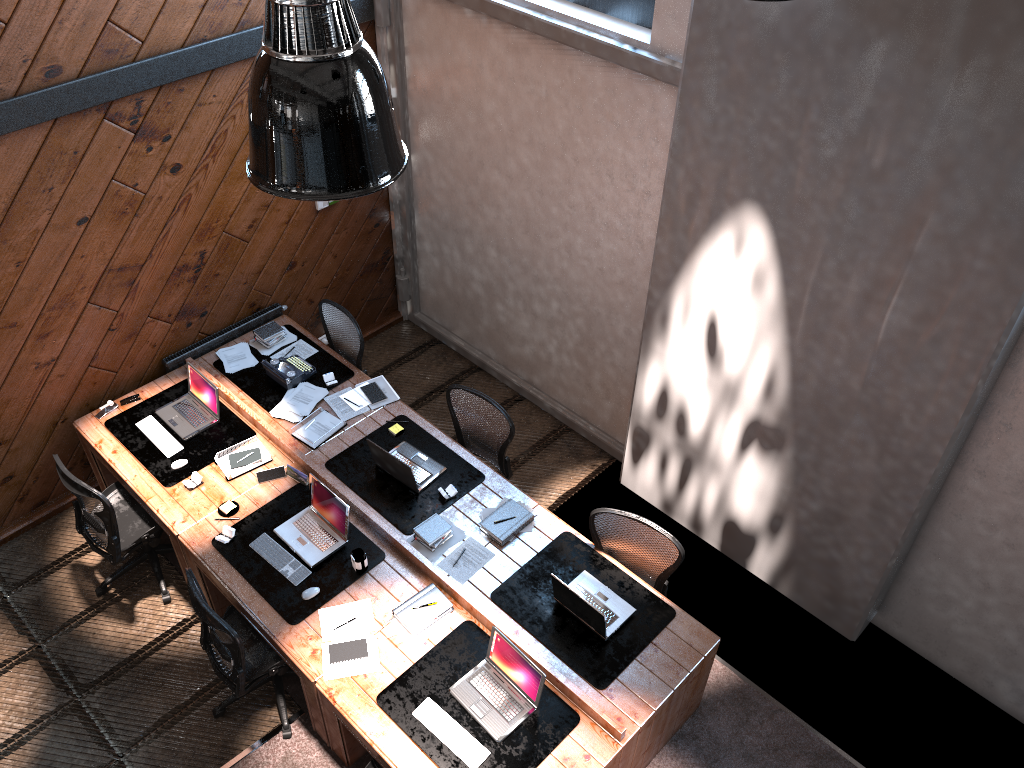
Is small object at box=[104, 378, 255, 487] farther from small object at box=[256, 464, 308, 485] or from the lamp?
the lamp

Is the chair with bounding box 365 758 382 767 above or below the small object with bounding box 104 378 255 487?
below

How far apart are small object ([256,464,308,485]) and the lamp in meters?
3.5

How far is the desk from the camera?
4.50m

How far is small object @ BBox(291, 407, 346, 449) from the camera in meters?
5.9

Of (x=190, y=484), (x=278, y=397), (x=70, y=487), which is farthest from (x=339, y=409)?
(x=70, y=487)

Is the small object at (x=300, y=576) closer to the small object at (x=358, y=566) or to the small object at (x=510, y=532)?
the small object at (x=358, y=566)

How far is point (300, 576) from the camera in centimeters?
512cm

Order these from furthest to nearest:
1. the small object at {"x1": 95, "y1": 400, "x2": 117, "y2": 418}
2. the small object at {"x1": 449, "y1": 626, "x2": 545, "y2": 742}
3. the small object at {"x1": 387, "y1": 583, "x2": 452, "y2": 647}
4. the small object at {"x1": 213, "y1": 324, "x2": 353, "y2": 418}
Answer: the small object at {"x1": 213, "y1": 324, "x2": 353, "y2": 418}
the small object at {"x1": 95, "y1": 400, "x2": 117, "y2": 418}
the small object at {"x1": 387, "y1": 583, "x2": 452, "y2": 647}
the small object at {"x1": 449, "y1": 626, "x2": 545, "y2": 742}

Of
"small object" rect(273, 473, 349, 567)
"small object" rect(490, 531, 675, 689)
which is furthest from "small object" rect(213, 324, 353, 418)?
"small object" rect(490, 531, 675, 689)
